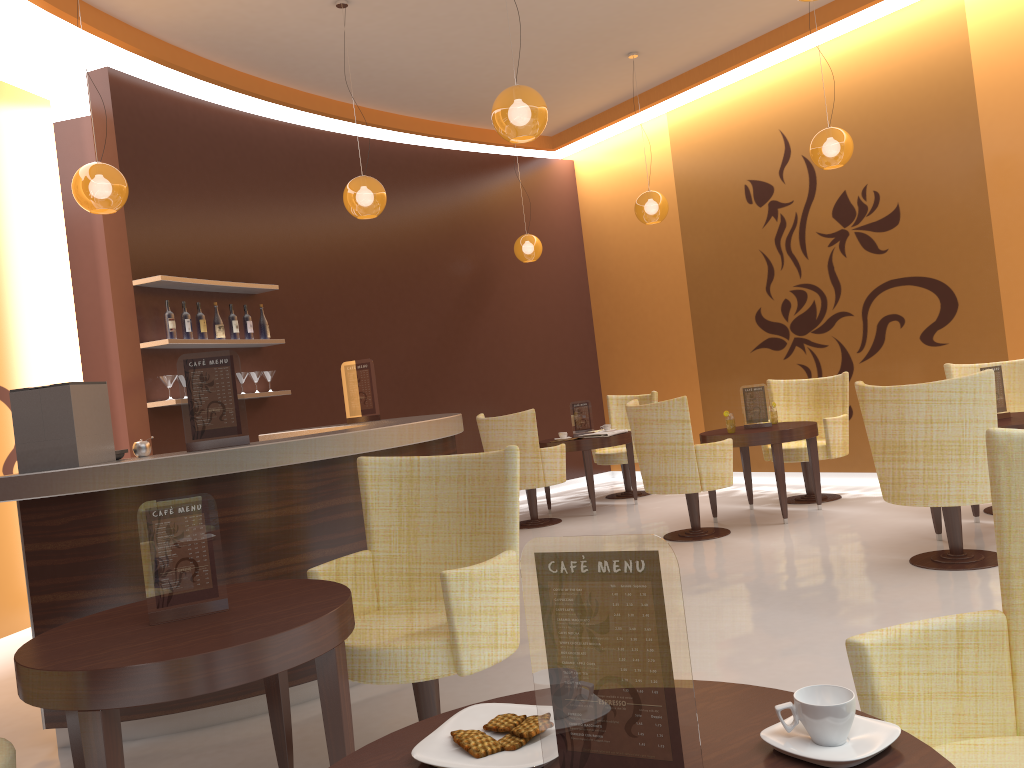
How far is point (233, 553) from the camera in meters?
3.6

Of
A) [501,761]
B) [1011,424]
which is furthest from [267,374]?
[501,761]

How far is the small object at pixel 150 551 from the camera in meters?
2.4

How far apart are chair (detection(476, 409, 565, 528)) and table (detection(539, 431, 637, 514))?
0.28m

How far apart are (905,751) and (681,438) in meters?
4.9

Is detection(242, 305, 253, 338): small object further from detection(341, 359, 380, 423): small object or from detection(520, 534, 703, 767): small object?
detection(520, 534, 703, 767): small object

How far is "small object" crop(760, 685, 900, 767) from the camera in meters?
1.1 m

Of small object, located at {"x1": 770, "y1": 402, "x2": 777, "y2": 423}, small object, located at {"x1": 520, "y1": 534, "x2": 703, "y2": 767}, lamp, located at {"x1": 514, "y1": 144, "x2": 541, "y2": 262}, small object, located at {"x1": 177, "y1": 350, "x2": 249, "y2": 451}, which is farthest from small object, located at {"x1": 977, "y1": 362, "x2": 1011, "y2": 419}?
small object, located at {"x1": 520, "y1": 534, "x2": 703, "y2": 767}

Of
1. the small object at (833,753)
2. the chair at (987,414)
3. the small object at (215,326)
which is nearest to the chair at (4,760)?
the small object at (833,753)

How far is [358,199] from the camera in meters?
6.0 m
